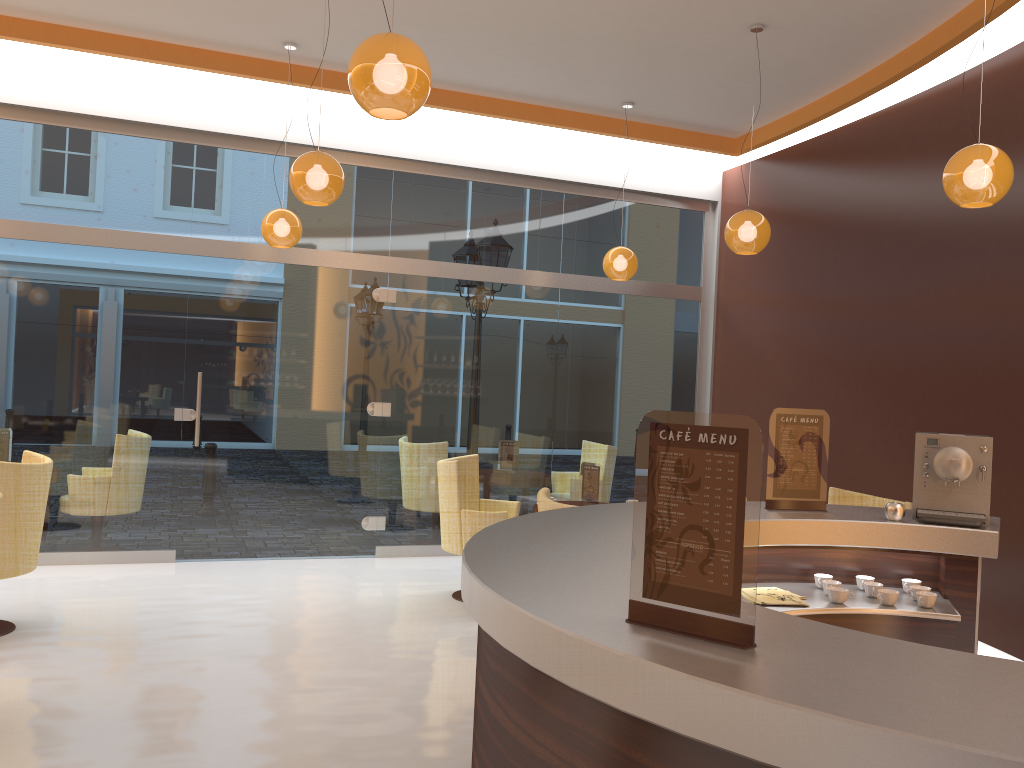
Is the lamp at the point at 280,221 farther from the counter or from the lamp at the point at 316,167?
the counter

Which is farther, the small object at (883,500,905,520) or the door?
the door

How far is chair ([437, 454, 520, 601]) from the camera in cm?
617

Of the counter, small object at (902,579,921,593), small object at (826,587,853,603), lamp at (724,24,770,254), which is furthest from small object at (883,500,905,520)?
lamp at (724,24,770,254)

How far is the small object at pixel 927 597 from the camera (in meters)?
3.18

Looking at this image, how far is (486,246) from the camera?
8.1 meters

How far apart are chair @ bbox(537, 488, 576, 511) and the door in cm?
335

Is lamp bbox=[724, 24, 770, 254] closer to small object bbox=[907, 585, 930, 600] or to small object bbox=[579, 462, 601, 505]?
small object bbox=[579, 462, 601, 505]

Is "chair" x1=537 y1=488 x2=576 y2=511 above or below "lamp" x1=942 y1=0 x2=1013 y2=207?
below

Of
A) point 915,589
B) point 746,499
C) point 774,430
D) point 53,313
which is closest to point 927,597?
point 915,589
